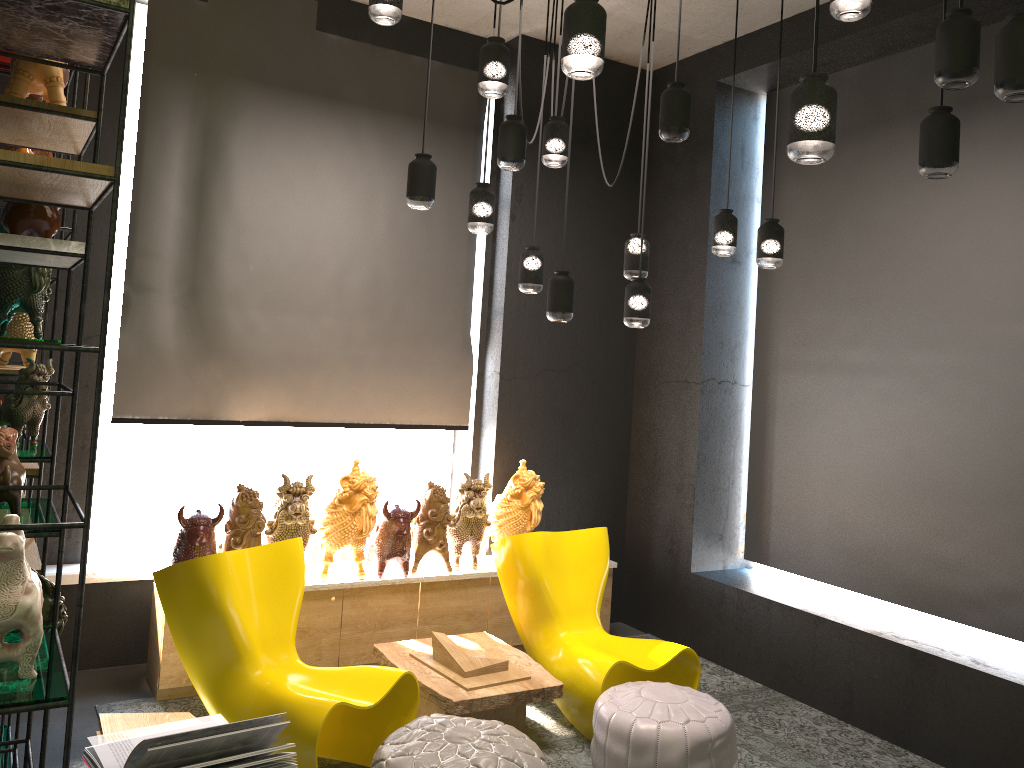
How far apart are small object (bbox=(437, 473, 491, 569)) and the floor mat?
0.96m

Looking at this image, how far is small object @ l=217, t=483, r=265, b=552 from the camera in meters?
4.5 m

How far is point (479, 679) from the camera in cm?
410

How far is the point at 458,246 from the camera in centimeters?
580cm

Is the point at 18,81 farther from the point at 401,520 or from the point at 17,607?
the point at 401,520

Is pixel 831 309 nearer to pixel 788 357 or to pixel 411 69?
pixel 788 357

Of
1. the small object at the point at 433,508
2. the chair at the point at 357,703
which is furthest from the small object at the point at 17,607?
the small object at the point at 433,508

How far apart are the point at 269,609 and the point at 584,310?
3.04m

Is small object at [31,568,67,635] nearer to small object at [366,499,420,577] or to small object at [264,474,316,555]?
small object at [264,474,316,555]

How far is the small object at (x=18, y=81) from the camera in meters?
2.2 m
